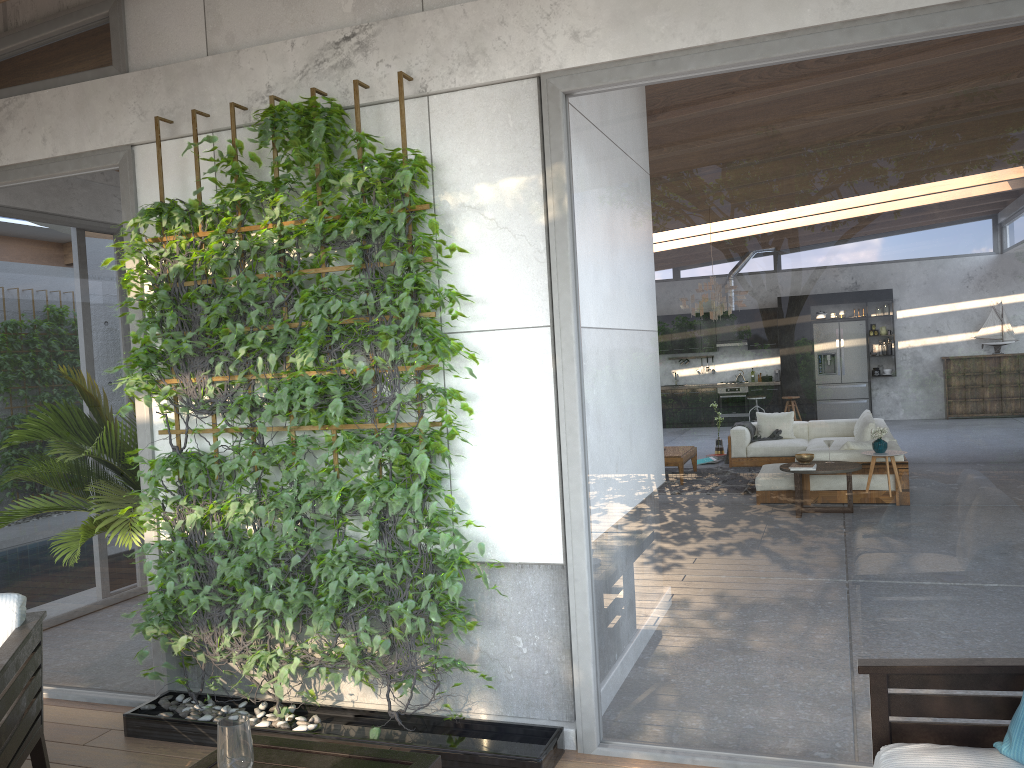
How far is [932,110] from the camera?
2.99m

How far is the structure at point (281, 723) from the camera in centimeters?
369cm

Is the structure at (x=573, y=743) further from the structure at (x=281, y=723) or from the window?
the structure at (x=281, y=723)

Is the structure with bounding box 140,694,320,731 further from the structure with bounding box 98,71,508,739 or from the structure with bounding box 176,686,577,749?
the structure with bounding box 176,686,577,749

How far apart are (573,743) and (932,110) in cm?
268

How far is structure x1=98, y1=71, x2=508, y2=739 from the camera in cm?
349

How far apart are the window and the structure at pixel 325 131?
0.17m

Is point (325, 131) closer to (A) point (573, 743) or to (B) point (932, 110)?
(B) point (932, 110)

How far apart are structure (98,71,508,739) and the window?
0.17m

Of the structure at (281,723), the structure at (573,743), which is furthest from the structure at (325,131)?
the structure at (573,743)
